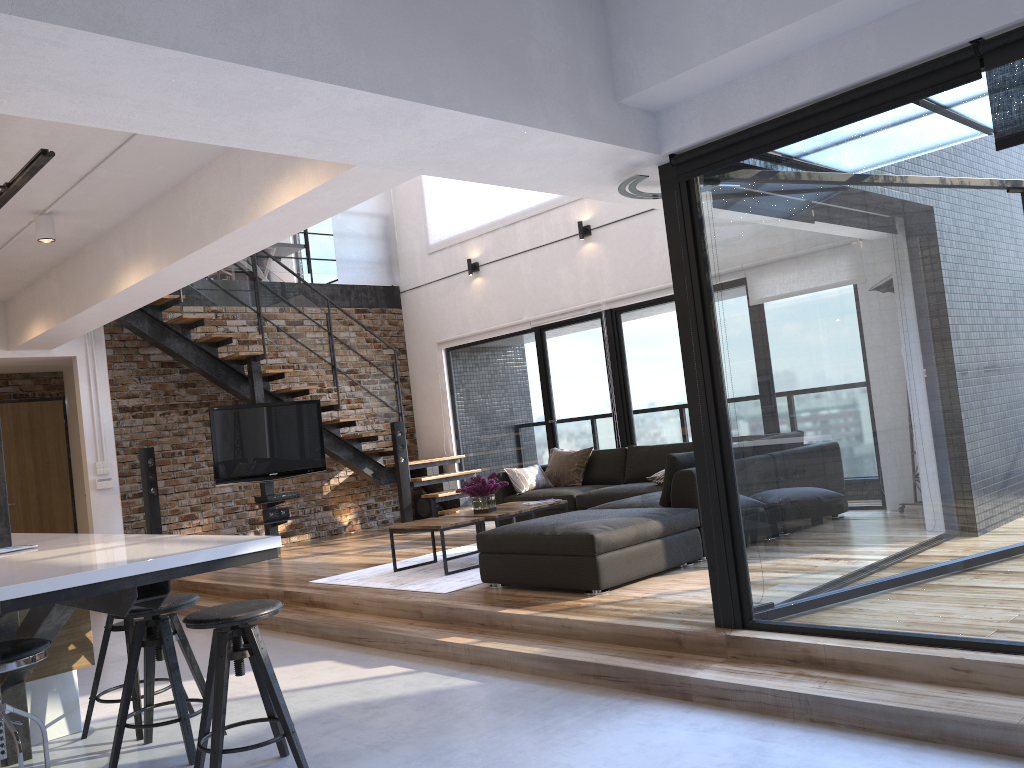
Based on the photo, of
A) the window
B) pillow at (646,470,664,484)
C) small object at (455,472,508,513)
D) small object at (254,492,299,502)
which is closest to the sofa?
pillow at (646,470,664,484)

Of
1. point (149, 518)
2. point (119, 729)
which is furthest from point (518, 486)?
point (119, 729)

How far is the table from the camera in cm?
627

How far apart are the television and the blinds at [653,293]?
2.0 meters

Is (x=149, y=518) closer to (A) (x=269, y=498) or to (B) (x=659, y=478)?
(A) (x=269, y=498)

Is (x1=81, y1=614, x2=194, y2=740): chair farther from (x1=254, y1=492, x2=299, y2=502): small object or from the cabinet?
(x1=254, y1=492, x2=299, y2=502): small object

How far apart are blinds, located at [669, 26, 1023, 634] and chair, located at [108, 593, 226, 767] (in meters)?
2.70

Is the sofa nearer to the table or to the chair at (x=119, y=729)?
the table

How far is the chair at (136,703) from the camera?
3.9 meters

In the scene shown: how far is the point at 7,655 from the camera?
2.82m
